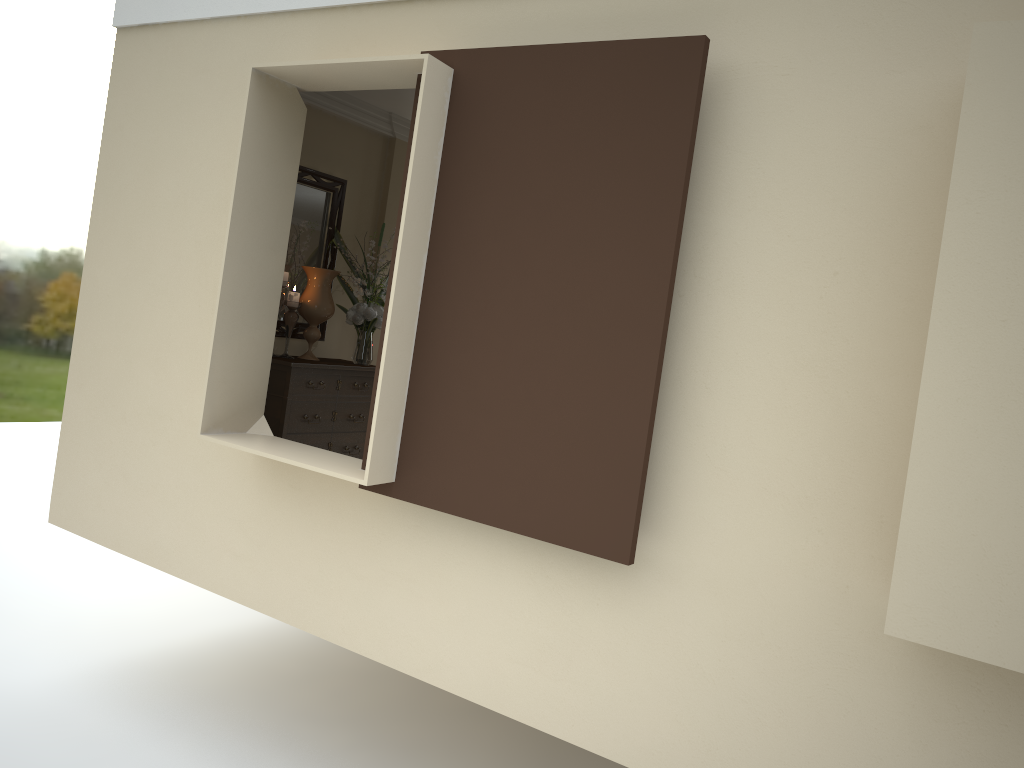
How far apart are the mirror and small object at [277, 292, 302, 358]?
0.2 meters

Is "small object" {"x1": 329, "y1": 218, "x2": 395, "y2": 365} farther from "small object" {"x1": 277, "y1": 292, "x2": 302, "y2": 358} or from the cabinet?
"small object" {"x1": 277, "y1": 292, "x2": 302, "y2": 358}

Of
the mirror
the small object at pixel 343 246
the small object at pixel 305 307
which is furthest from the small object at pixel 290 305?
the small object at pixel 343 246

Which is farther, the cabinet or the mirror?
the mirror

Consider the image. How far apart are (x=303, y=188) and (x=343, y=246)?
0.40m

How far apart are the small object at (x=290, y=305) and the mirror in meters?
0.2

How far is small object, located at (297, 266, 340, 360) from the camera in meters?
5.0

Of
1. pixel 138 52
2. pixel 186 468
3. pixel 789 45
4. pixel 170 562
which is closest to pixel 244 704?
pixel 170 562

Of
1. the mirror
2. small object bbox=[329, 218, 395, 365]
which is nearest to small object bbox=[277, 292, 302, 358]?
the mirror

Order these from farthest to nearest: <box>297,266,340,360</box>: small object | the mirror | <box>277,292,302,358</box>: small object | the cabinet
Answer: the mirror, <box>297,266,340,360</box>: small object, <box>277,292,302,358</box>: small object, the cabinet
